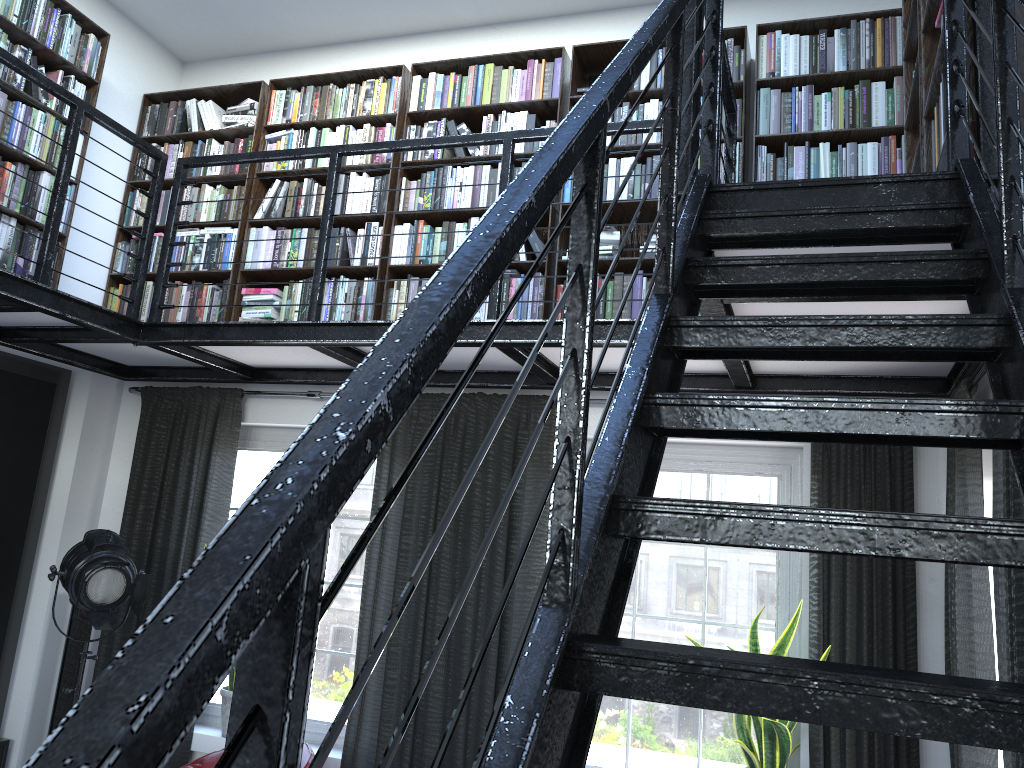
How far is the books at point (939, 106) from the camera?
2.5m

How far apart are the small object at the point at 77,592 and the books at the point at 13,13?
1.83m

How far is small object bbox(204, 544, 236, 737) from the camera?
4.51m

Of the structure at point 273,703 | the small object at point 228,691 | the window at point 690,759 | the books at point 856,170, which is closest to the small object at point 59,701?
the small object at point 228,691

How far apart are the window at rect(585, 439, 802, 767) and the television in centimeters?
304cm

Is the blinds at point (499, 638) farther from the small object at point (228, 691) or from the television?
the television

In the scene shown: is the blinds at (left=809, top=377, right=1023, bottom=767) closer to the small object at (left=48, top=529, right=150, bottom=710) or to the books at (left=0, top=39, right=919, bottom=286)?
the small object at (left=48, top=529, right=150, bottom=710)

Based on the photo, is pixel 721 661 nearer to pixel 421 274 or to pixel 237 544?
pixel 237 544

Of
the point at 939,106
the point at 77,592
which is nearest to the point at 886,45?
the point at 939,106

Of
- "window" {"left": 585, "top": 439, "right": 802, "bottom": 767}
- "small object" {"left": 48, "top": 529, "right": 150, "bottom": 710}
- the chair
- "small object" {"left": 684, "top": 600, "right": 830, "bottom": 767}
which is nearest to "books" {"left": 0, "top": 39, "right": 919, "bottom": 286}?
"small object" {"left": 48, "top": 529, "right": 150, "bottom": 710}
